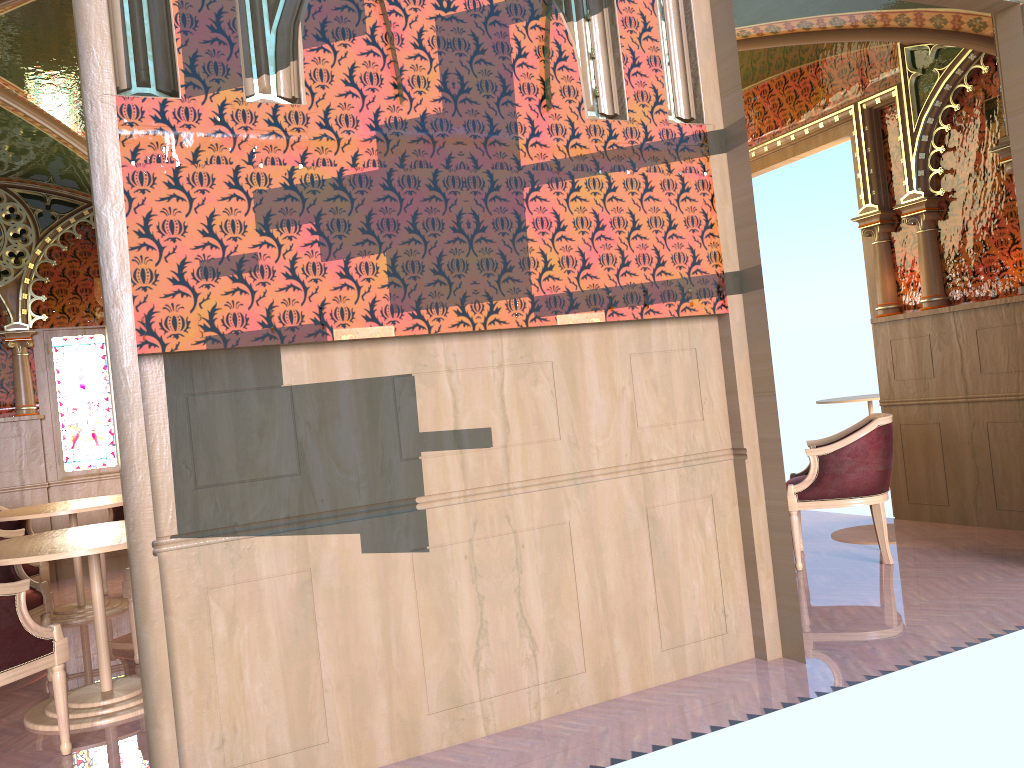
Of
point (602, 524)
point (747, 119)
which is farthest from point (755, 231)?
point (747, 119)

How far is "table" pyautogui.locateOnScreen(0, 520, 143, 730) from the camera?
3.65m

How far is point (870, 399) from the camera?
9.4 meters

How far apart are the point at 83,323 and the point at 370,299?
6.2m

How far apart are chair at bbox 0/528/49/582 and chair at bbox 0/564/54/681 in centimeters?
88cm

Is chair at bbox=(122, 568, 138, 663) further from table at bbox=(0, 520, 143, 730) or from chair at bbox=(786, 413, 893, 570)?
chair at bbox=(786, 413, 893, 570)

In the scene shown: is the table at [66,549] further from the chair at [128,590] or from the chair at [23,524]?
the chair at [23,524]

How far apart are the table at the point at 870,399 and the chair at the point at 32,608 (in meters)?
7.93

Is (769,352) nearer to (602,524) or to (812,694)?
(602,524)

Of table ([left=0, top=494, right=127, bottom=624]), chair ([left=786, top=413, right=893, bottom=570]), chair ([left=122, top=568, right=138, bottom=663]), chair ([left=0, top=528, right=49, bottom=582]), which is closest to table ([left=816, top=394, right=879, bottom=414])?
chair ([left=786, top=413, right=893, bottom=570])
